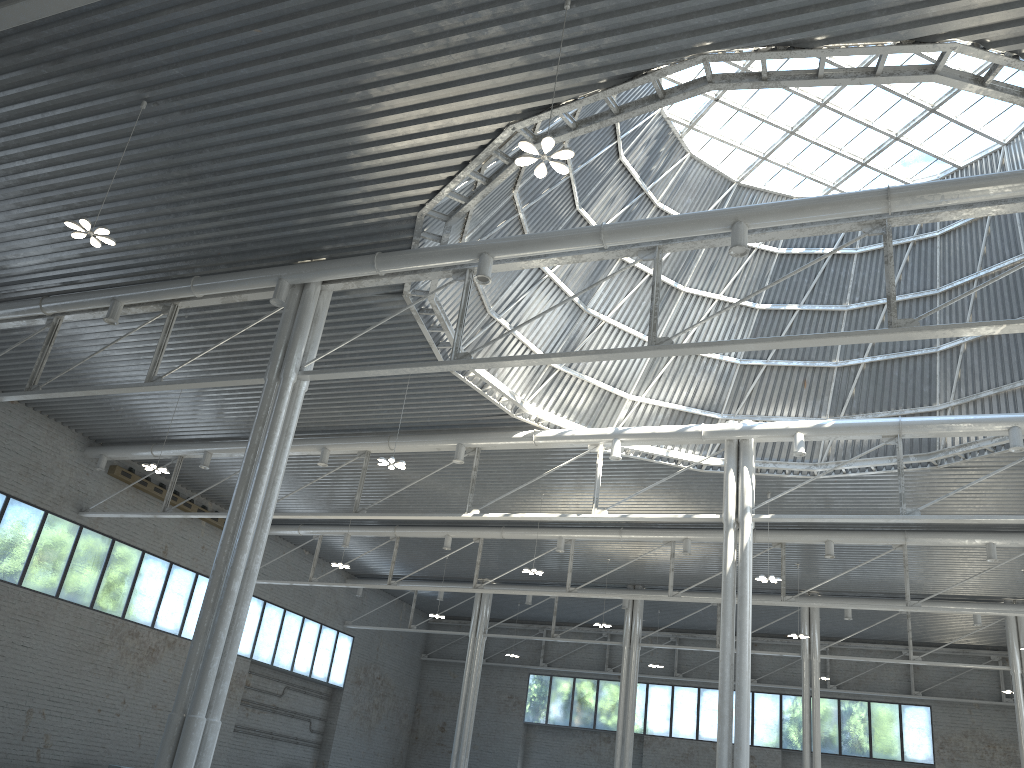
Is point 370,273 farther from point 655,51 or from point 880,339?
point 880,339

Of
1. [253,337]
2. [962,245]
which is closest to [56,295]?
[253,337]
